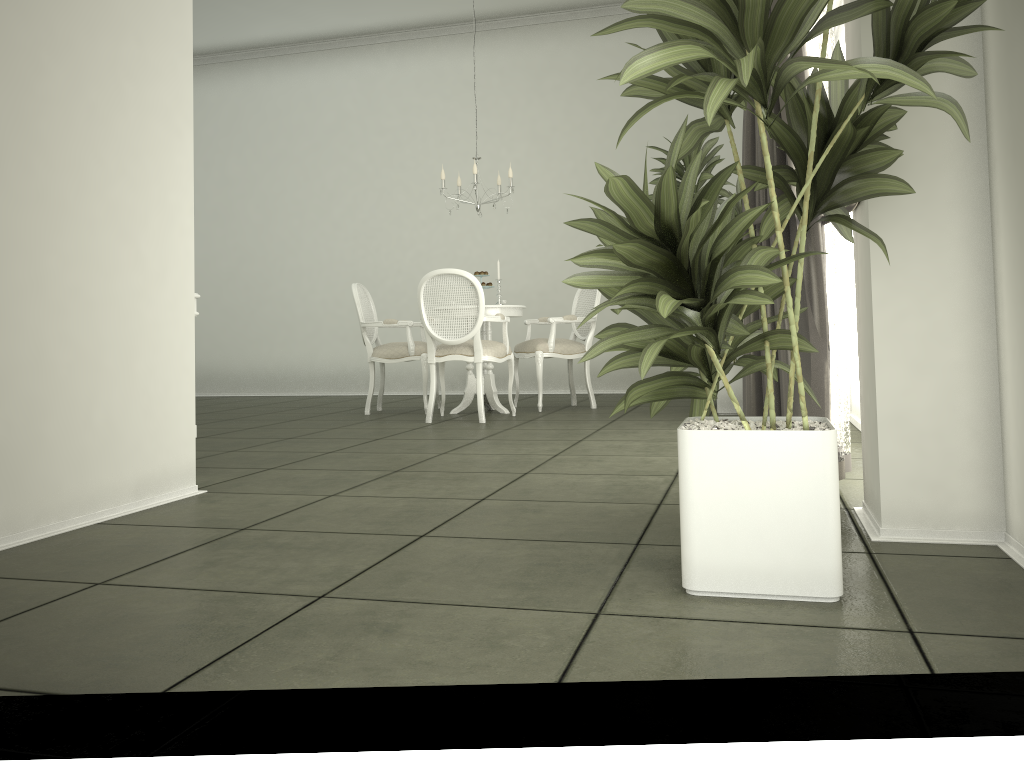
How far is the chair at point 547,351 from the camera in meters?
6.9 m

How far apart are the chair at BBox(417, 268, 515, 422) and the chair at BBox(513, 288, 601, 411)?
0.4 meters

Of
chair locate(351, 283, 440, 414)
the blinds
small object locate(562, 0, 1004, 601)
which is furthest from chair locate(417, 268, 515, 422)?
small object locate(562, 0, 1004, 601)

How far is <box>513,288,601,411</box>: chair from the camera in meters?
6.9

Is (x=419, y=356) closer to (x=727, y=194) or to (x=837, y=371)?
(x=727, y=194)

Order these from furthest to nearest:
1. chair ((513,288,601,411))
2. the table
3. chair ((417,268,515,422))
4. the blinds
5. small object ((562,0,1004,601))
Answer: chair ((513,288,601,411))
the table
chair ((417,268,515,422))
the blinds
small object ((562,0,1004,601))

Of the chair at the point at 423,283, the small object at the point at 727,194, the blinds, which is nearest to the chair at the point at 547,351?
the chair at the point at 423,283

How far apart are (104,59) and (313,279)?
7.0m

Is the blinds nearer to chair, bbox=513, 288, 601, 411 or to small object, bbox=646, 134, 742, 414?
small object, bbox=646, 134, 742, 414

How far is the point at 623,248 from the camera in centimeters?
169cm
